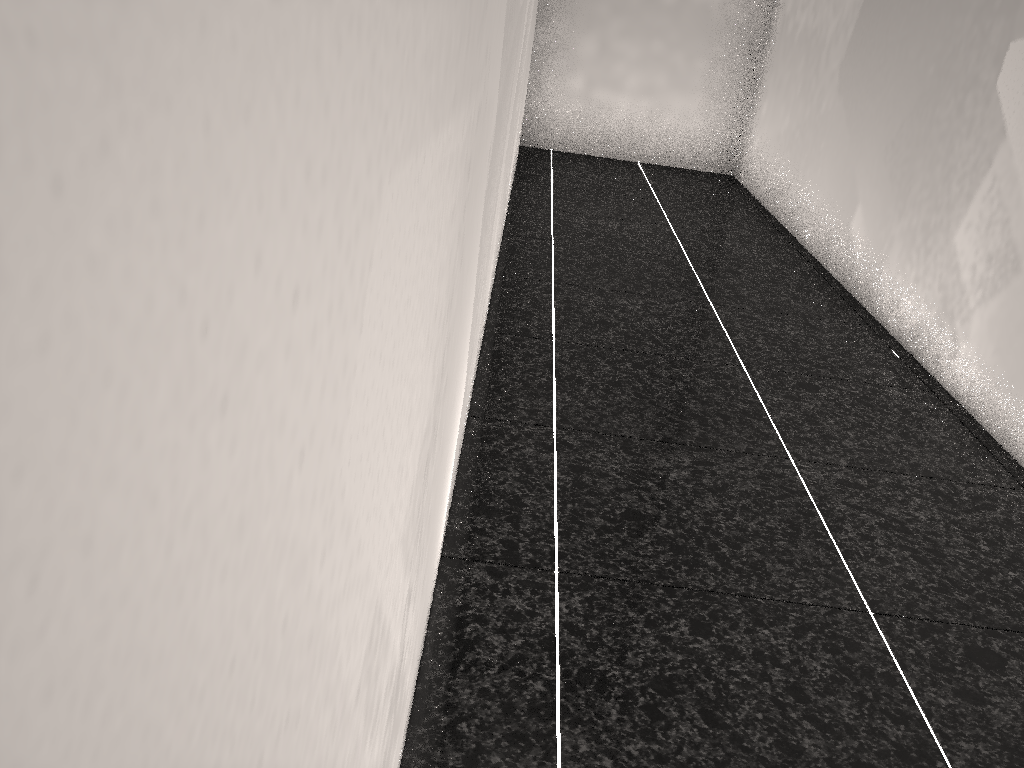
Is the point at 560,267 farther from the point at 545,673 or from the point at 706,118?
the point at 706,118
